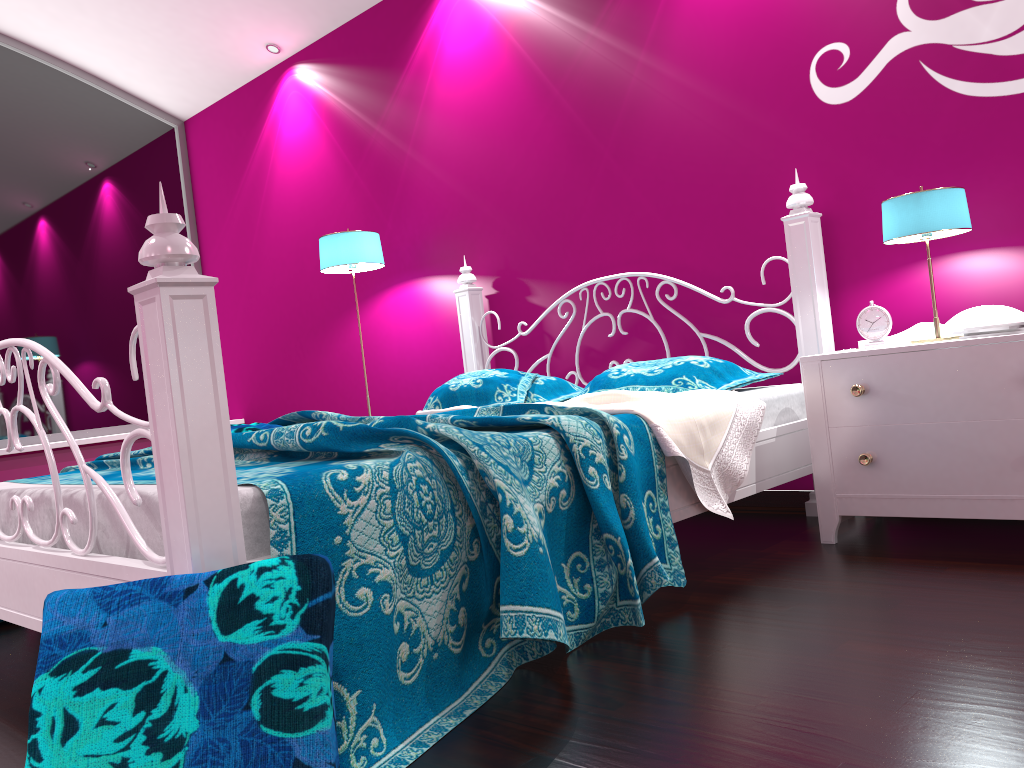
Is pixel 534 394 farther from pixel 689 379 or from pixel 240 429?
pixel 240 429

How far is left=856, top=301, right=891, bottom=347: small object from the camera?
2.6m

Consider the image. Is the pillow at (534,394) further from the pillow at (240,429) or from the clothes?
the pillow at (240,429)

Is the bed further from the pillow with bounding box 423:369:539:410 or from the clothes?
the pillow with bounding box 423:369:539:410

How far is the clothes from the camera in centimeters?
225cm

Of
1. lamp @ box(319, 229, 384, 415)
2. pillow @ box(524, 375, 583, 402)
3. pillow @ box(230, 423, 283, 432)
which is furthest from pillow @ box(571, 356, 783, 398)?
lamp @ box(319, 229, 384, 415)

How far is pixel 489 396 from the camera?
3.1 meters

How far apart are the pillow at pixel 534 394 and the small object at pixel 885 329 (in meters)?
1.08

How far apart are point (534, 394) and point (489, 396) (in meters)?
0.24

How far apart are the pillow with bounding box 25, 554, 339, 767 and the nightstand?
1.63m
